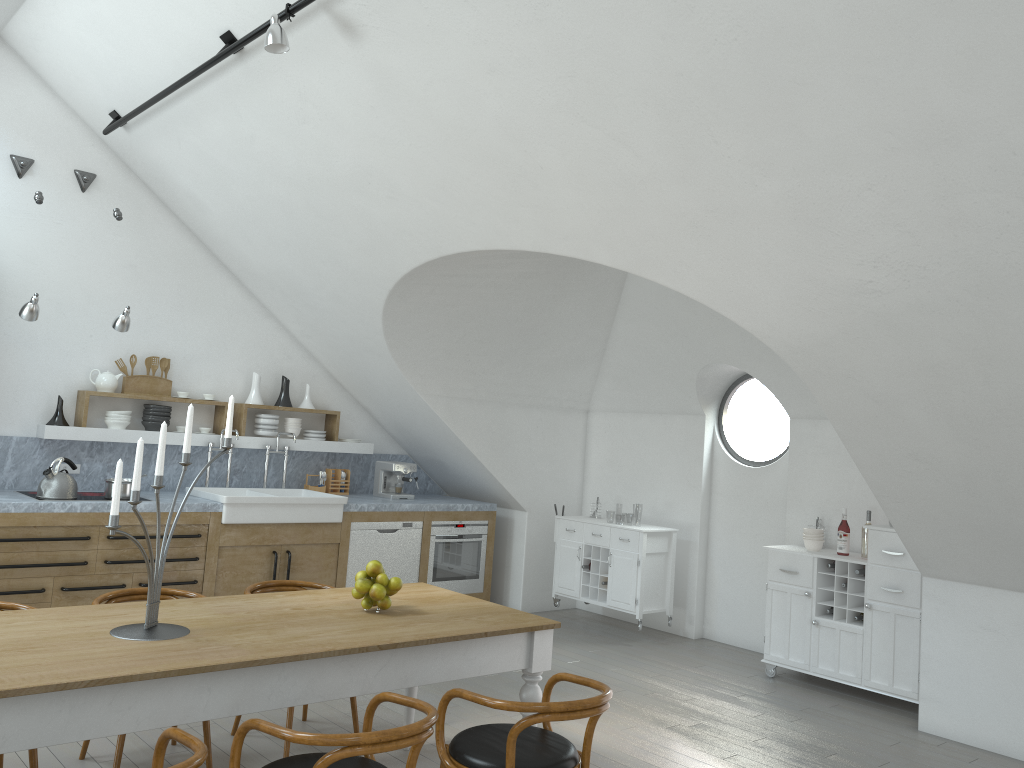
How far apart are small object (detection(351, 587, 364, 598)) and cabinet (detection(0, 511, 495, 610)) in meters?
2.8

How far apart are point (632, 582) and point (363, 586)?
3.9m

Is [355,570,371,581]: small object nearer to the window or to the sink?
the sink

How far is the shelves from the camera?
6.34m

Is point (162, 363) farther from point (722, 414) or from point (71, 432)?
point (722, 414)

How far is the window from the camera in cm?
768

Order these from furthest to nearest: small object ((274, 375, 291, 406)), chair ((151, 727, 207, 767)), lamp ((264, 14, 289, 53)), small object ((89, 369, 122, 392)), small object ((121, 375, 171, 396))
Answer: small object ((274, 375, 291, 406)) → small object ((121, 375, 171, 396)) → small object ((89, 369, 122, 392)) → lamp ((264, 14, 289, 53)) → chair ((151, 727, 207, 767))

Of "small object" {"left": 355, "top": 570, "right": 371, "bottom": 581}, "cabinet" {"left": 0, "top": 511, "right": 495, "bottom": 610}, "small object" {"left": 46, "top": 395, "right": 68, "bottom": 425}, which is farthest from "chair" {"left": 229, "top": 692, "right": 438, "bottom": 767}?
"small object" {"left": 46, "top": 395, "right": 68, "bottom": 425}

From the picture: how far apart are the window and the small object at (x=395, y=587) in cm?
439

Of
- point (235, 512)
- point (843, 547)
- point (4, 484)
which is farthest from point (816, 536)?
point (4, 484)
